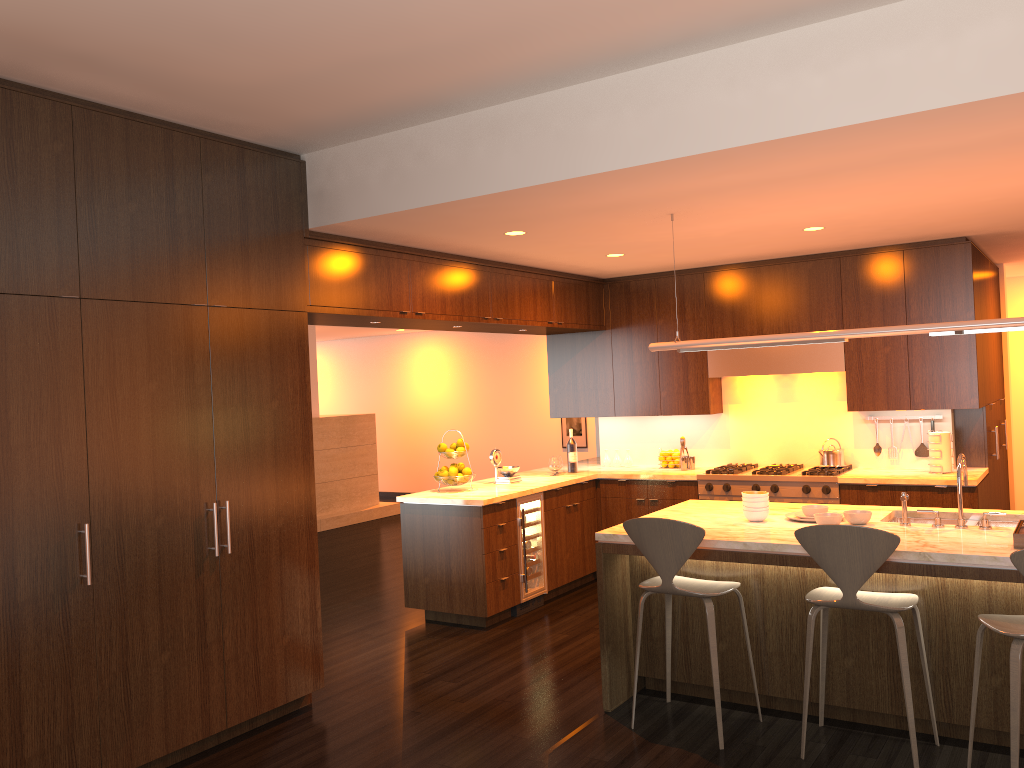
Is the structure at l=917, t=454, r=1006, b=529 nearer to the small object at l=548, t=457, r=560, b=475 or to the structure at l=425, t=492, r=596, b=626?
the structure at l=425, t=492, r=596, b=626

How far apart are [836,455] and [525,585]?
2.6 meters

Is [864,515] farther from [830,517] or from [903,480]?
[903,480]

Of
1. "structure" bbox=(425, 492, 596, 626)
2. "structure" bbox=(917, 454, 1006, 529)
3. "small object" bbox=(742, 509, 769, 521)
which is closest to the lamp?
"structure" bbox=(917, 454, 1006, 529)

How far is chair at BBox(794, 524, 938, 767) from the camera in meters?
3.6 m

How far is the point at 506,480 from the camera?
7.0 meters

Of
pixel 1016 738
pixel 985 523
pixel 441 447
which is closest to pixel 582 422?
pixel 441 447

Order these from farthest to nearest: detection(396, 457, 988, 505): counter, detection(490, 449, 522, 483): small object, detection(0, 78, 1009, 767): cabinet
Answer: detection(490, 449, 522, 483): small object → detection(396, 457, 988, 505): counter → detection(0, 78, 1009, 767): cabinet

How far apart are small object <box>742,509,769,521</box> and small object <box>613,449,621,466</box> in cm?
332

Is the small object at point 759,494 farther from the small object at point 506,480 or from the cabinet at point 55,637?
the small object at point 506,480
